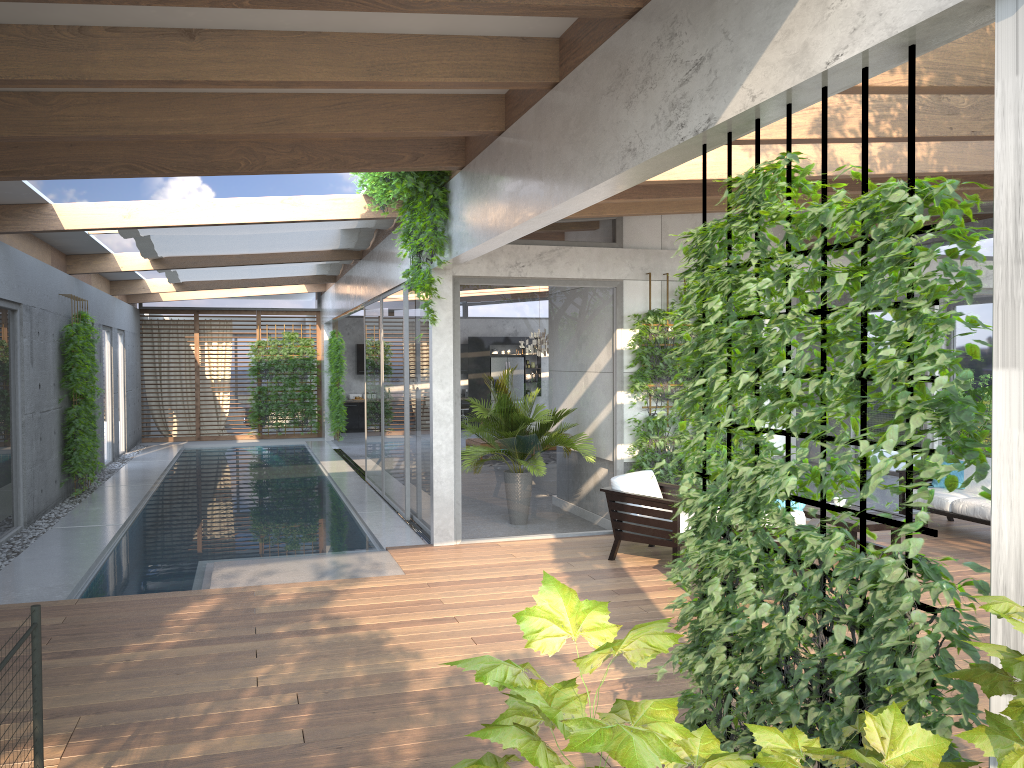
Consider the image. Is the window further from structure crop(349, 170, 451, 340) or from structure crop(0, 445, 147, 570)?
structure crop(349, 170, 451, 340)

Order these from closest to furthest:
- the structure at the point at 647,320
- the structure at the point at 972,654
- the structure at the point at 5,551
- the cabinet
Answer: the structure at the point at 972,654 < the structure at the point at 5,551 < the structure at the point at 647,320 < the cabinet

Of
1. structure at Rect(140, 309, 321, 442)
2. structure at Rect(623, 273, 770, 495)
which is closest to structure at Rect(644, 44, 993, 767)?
structure at Rect(623, 273, 770, 495)

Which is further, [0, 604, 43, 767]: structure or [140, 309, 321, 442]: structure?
[140, 309, 321, 442]: structure

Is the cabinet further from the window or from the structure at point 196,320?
the structure at point 196,320

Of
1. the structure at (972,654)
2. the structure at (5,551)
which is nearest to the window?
the structure at (5,551)

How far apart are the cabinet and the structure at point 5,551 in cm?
548

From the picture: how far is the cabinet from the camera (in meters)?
22.92

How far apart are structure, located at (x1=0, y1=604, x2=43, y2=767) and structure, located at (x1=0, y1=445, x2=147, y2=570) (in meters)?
5.60

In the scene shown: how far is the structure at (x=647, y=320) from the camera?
9.1m
